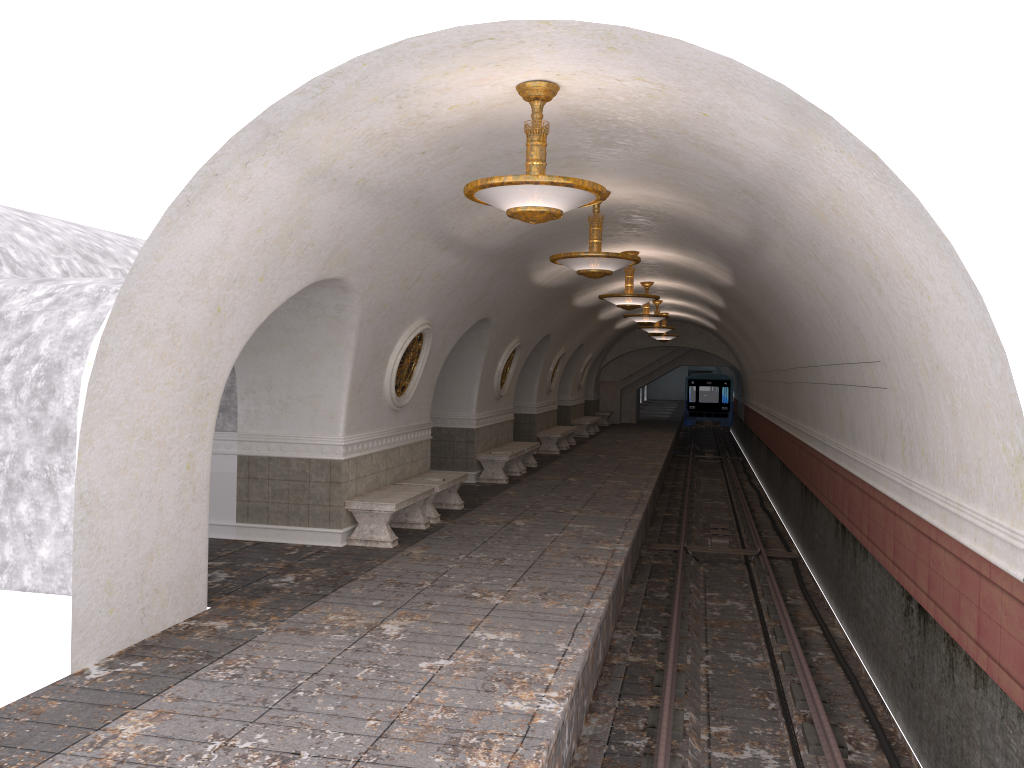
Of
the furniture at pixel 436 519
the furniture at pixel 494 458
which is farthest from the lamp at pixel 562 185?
the furniture at pixel 494 458

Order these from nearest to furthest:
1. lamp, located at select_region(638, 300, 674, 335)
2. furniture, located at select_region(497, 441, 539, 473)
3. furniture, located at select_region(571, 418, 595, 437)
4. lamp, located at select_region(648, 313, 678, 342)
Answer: furniture, located at select_region(497, 441, 539, 473) → lamp, located at select_region(638, 300, 674, 335) → furniture, located at select_region(571, 418, 595, 437) → lamp, located at select_region(648, 313, 678, 342)

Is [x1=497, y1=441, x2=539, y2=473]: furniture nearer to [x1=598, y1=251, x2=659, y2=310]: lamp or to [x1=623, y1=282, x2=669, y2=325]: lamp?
[x1=623, y1=282, x2=669, y2=325]: lamp

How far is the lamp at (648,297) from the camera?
14.15m

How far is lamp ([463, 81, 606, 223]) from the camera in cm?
580

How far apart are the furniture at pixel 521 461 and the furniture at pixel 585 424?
9.0 meters

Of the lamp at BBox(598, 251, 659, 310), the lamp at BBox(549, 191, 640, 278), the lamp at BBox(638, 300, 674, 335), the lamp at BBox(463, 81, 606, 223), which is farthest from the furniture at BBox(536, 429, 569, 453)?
the lamp at BBox(463, 81, 606, 223)

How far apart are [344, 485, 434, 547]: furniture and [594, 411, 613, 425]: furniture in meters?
22.9 m

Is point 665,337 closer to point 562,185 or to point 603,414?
point 603,414

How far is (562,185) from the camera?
5.8 meters
